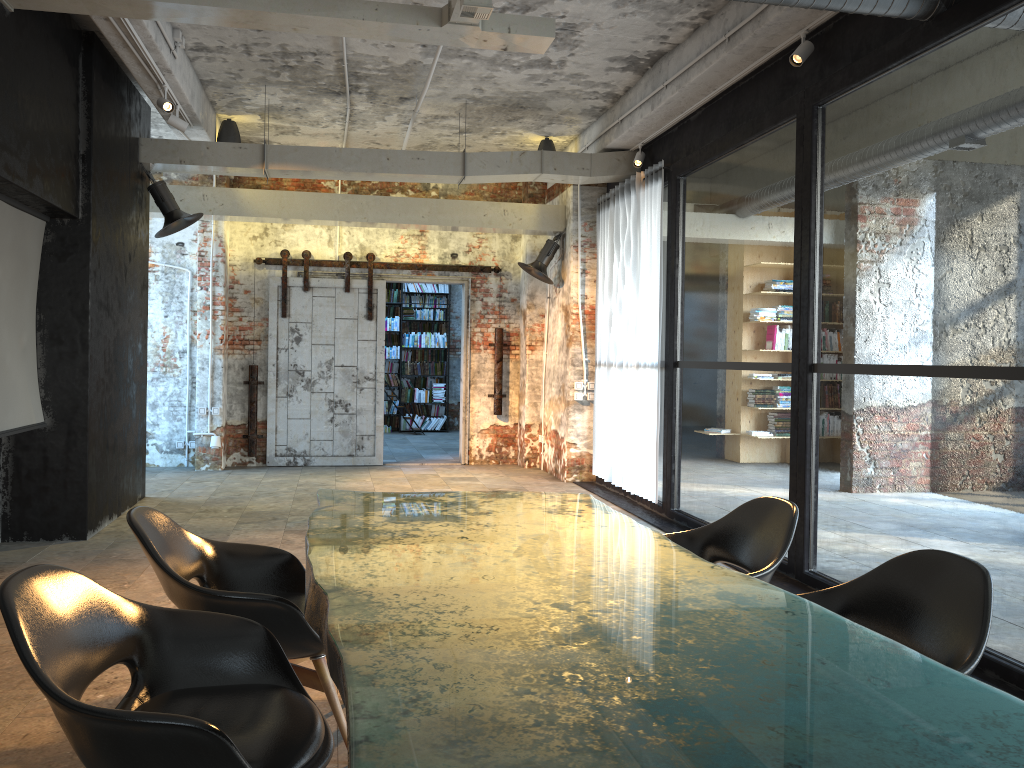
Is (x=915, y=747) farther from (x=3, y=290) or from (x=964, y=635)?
(x=3, y=290)

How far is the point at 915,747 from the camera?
1.4m

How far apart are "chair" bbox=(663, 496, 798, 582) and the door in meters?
7.7

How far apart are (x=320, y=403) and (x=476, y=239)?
2.9 meters

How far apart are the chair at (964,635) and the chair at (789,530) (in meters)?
0.30

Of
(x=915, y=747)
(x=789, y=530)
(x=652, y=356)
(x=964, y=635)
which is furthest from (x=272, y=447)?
(x=915, y=747)

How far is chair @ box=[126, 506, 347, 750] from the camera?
2.9m

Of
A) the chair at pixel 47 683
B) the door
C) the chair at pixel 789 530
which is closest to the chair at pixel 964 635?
the chair at pixel 789 530

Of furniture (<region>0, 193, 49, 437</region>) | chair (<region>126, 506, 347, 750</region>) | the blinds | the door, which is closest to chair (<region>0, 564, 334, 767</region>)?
chair (<region>126, 506, 347, 750</region>)

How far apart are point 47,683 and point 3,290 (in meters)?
4.69
